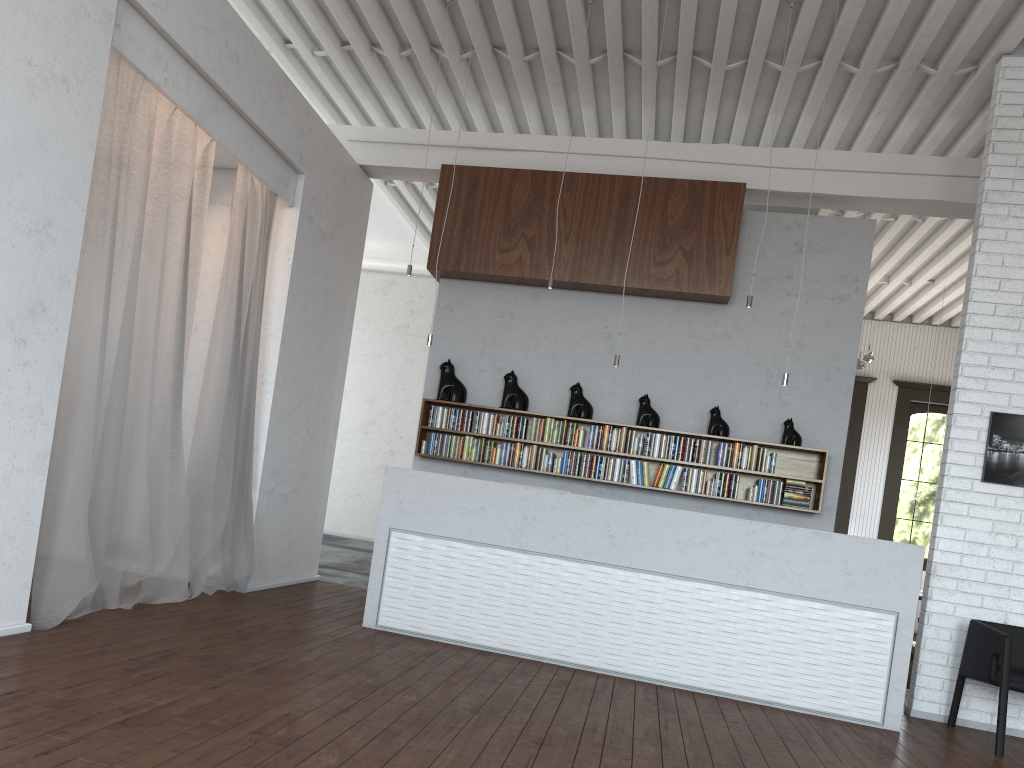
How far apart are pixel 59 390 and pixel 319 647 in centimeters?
196cm
